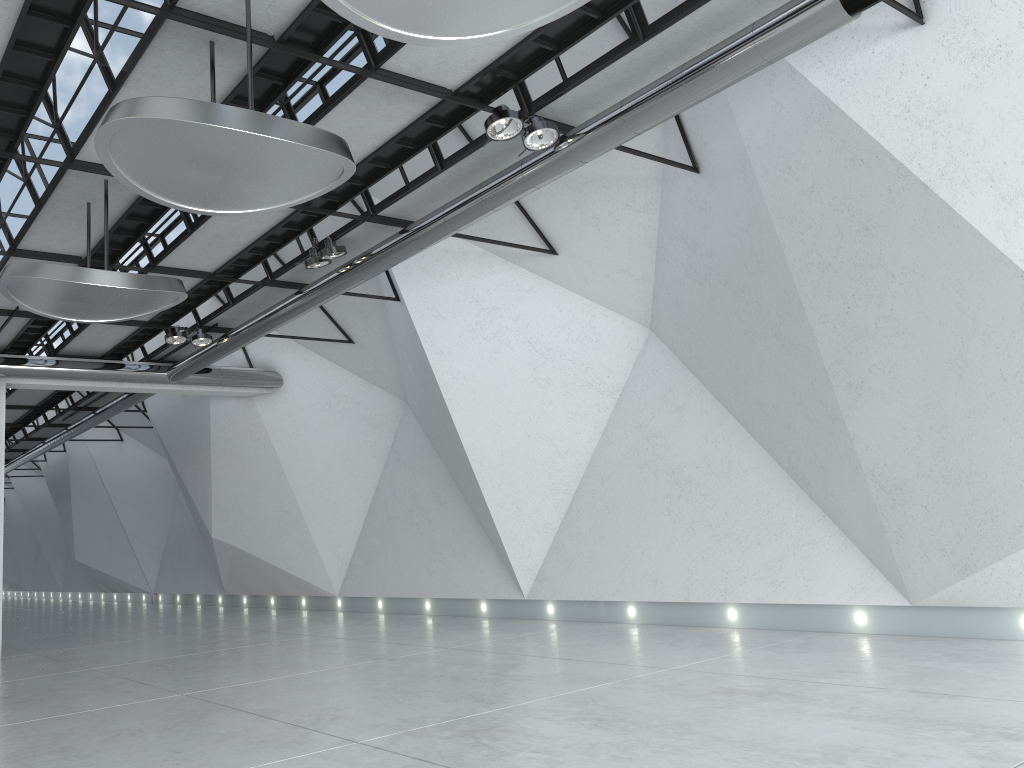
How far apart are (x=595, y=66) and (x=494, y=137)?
6.4 meters
